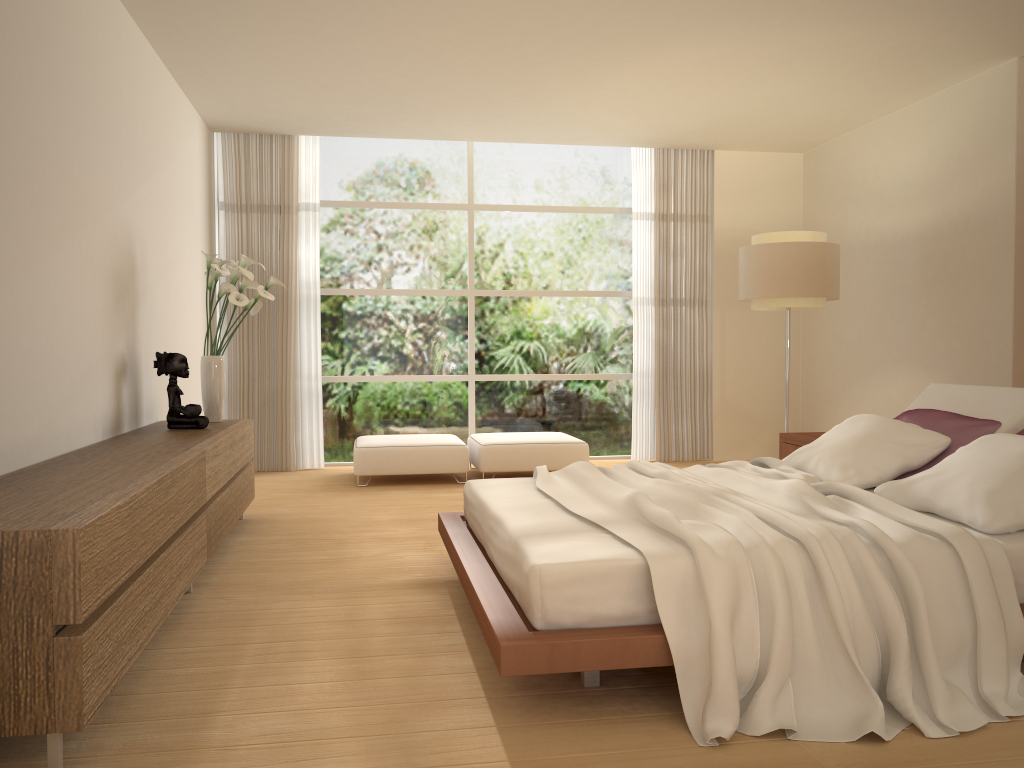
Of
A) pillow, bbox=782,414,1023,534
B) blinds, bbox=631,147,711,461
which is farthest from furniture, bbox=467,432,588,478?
pillow, bbox=782,414,1023,534

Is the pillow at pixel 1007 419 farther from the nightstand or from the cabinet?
the cabinet

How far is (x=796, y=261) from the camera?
6.7m

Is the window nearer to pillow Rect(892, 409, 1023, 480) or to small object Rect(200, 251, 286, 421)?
small object Rect(200, 251, 286, 421)

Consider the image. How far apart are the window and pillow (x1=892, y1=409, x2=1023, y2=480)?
4.54m

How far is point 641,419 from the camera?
8.88m

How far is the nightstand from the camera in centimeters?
578cm

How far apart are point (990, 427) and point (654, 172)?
5.3 meters

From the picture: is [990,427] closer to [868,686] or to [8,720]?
[868,686]

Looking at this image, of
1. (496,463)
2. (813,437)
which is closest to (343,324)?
(496,463)
